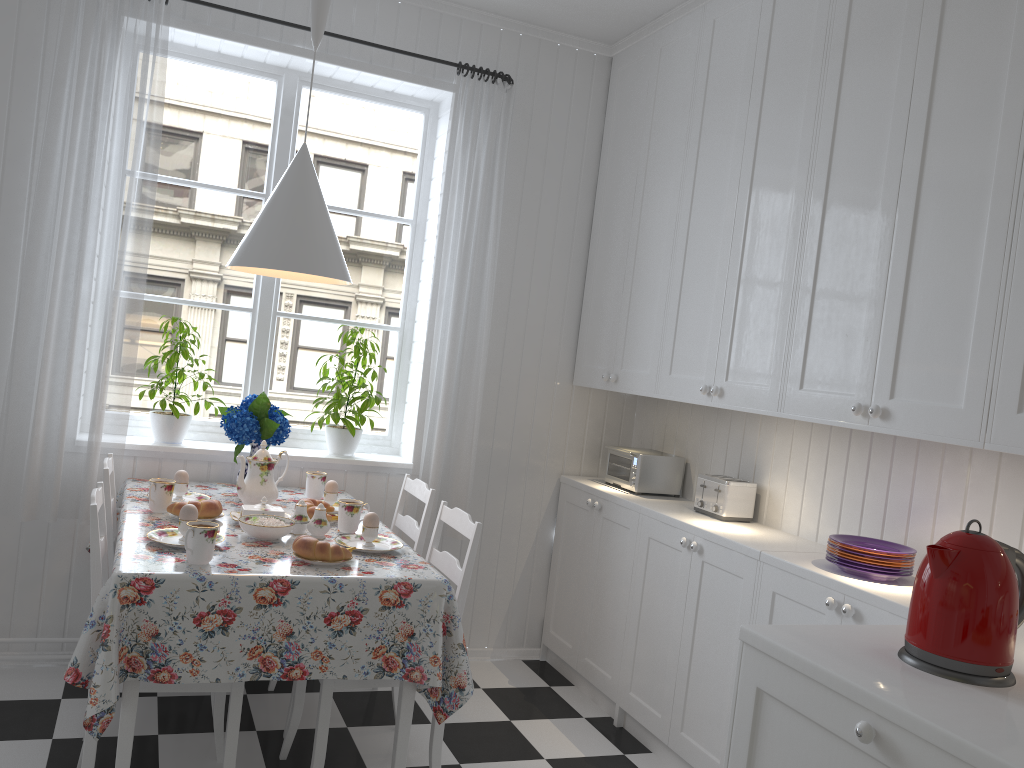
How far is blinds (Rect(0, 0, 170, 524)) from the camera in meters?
2.9

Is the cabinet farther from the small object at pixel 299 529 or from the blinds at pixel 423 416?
the small object at pixel 299 529

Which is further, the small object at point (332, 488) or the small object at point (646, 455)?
the small object at point (646, 455)

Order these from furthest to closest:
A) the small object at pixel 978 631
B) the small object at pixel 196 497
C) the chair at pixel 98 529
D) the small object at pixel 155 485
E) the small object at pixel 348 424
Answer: the small object at pixel 348 424 < the small object at pixel 196 497 < the small object at pixel 155 485 < the chair at pixel 98 529 < the small object at pixel 978 631

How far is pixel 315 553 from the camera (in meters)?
2.26

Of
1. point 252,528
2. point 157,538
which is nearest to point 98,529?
point 157,538

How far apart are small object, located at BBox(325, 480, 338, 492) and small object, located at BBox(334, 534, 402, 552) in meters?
0.4

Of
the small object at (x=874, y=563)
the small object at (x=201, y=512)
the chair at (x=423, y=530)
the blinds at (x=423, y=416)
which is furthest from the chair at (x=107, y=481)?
the small object at (x=874, y=563)

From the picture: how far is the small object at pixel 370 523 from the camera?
2.53m

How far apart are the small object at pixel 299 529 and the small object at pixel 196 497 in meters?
0.5
